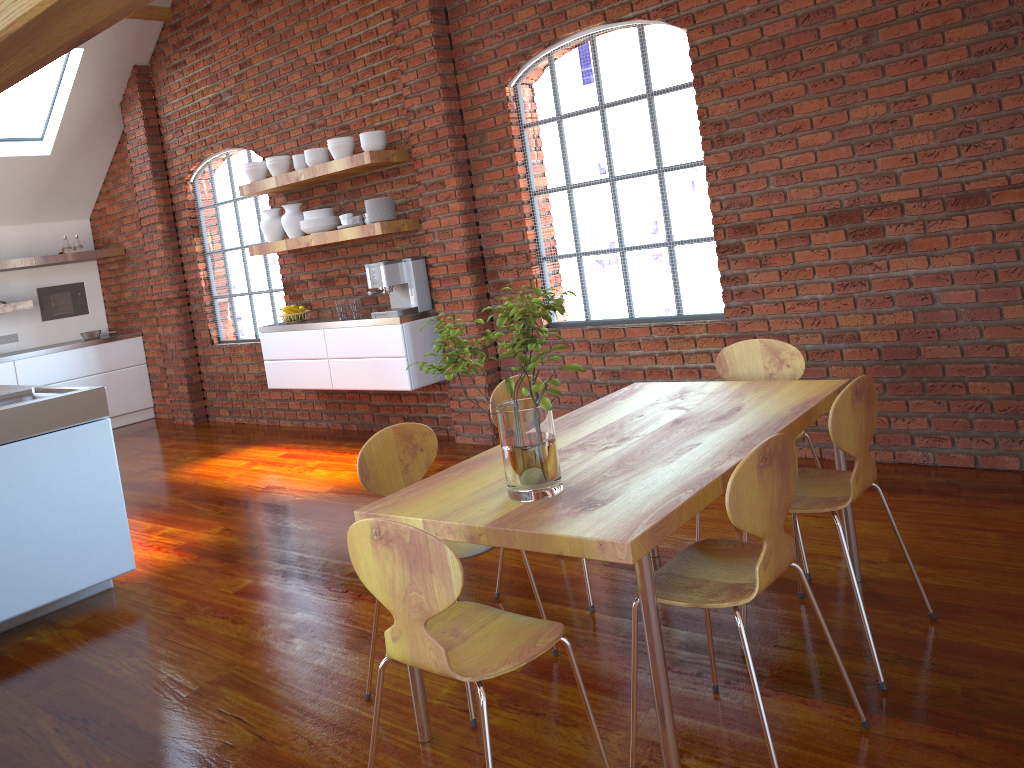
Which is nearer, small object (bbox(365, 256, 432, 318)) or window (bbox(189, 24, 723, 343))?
small object (bbox(365, 256, 432, 318))

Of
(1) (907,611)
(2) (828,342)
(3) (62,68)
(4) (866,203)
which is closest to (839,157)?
(4) (866,203)

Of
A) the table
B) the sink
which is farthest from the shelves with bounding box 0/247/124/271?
the table

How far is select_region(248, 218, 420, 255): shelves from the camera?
5.5m

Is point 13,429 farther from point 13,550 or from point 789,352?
point 789,352

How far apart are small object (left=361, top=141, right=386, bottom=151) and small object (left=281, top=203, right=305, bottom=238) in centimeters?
98cm

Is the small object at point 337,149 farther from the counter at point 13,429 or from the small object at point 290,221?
the counter at point 13,429

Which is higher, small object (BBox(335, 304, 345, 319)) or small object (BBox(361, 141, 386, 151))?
small object (BBox(361, 141, 386, 151))

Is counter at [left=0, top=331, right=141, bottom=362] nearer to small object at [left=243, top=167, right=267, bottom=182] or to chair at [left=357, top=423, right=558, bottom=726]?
small object at [left=243, top=167, right=267, bottom=182]

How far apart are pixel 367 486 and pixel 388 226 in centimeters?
322cm
